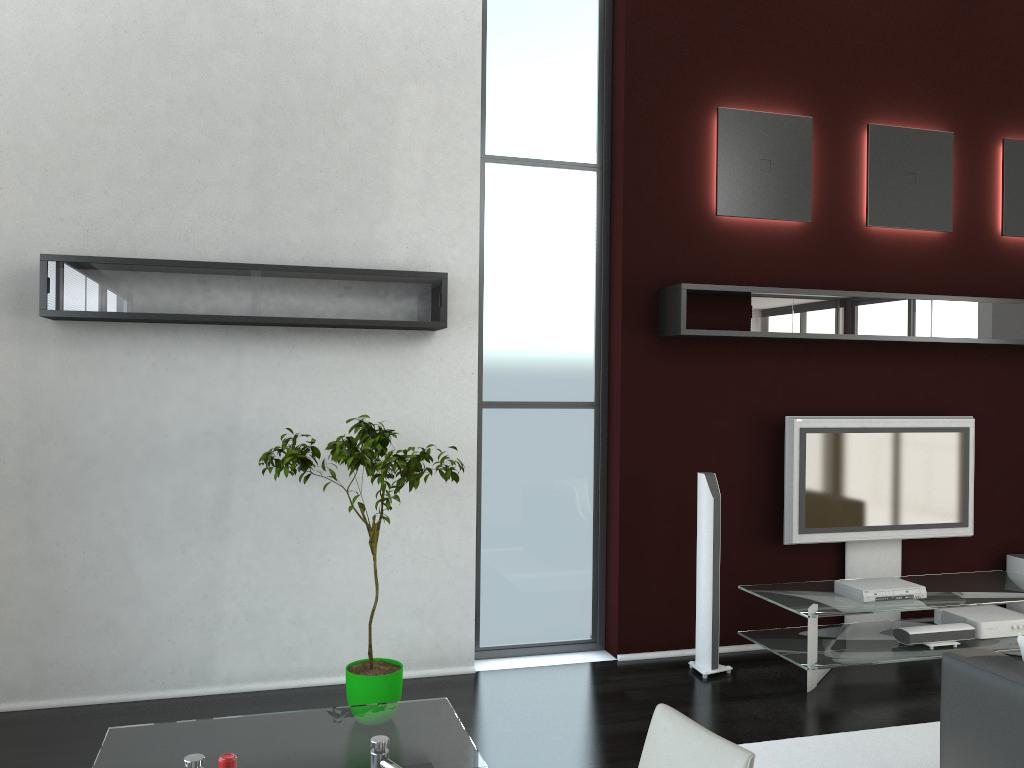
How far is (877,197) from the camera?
5.9m

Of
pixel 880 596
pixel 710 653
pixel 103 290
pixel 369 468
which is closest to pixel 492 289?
pixel 369 468

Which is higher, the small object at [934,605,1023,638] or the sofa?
the sofa

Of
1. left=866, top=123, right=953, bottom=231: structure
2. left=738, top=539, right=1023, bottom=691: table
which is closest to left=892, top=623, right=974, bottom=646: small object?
left=738, top=539, right=1023, bottom=691: table

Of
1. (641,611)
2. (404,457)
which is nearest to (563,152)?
(404,457)

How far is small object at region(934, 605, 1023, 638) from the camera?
5.47m

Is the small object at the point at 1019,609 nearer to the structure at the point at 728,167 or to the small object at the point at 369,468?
the structure at the point at 728,167

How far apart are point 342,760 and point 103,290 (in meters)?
2.99

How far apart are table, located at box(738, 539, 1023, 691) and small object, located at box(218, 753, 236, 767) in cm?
405

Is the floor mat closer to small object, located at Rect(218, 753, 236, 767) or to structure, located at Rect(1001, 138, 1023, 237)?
small object, located at Rect(218, 753, 236, 767)
